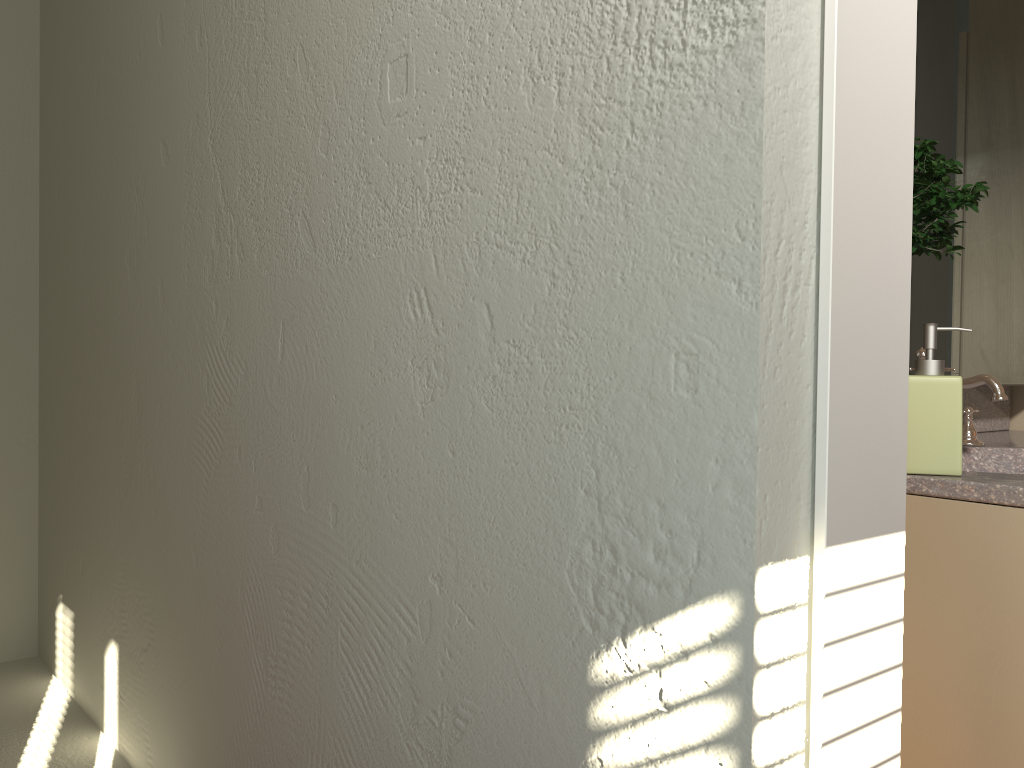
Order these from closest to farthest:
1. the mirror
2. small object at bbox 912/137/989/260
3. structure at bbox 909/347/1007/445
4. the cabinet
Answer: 1. the cabinet
2. small object at bbox 912/137/989/260
3. structure at bbox 909/347/1007/445
4. the mirror

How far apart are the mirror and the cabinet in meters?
0.3 m

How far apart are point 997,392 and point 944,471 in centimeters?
45cm

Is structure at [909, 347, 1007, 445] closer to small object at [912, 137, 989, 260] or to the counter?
the counter

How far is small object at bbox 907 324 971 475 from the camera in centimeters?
139cm

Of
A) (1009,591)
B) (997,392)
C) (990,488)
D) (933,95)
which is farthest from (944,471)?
(933,95)

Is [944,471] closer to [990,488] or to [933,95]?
[990,488]

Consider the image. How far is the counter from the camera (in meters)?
1.30

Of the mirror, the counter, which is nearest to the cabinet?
the counter

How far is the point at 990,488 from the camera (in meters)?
1.30
